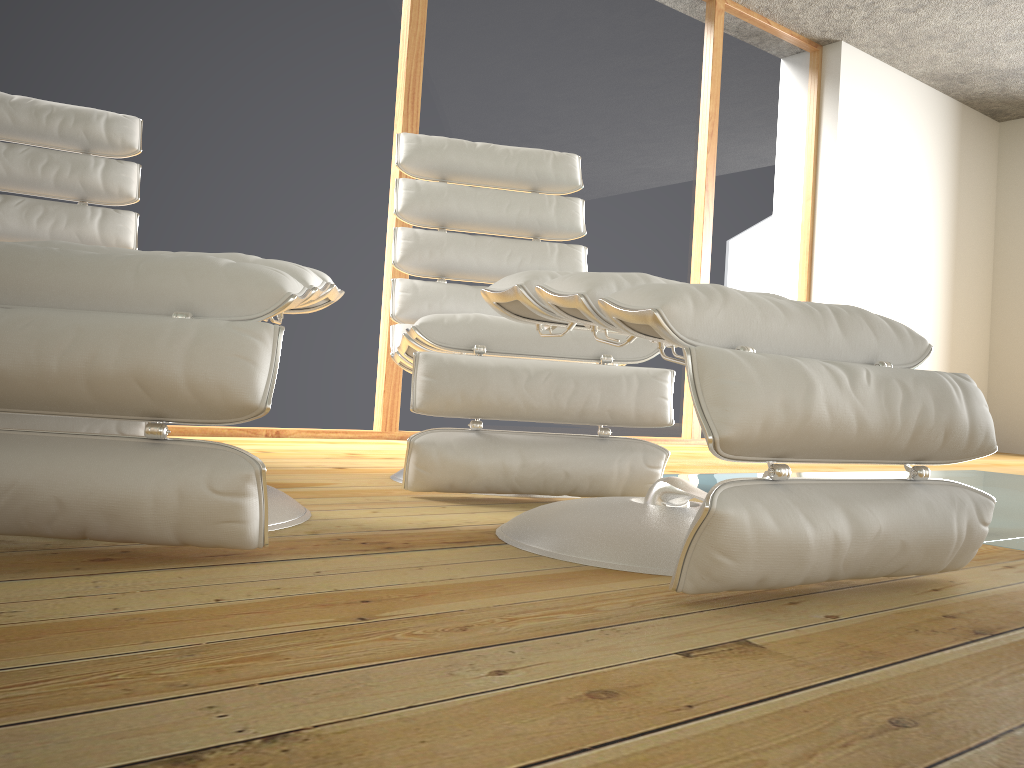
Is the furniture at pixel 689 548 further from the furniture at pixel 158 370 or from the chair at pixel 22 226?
the chair at pixel 22 226

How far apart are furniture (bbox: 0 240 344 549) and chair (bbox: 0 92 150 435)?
0.51m

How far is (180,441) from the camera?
1.12m

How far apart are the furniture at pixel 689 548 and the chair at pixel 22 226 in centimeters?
88cm

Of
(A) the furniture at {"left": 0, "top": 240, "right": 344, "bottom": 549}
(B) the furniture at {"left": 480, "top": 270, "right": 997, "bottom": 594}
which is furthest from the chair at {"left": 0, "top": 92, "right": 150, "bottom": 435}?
(B) the furniture at {"left": 480, "top": 270, "right": 997, "bottom": 594}

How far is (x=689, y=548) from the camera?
1.0 meters

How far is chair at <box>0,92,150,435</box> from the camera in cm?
232

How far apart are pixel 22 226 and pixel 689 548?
2.1m

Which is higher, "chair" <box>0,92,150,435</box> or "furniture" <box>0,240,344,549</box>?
"chair" <box>0,92,150,435</box>

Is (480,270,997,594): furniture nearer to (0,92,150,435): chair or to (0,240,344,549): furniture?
(0,240,344,549): furniture
